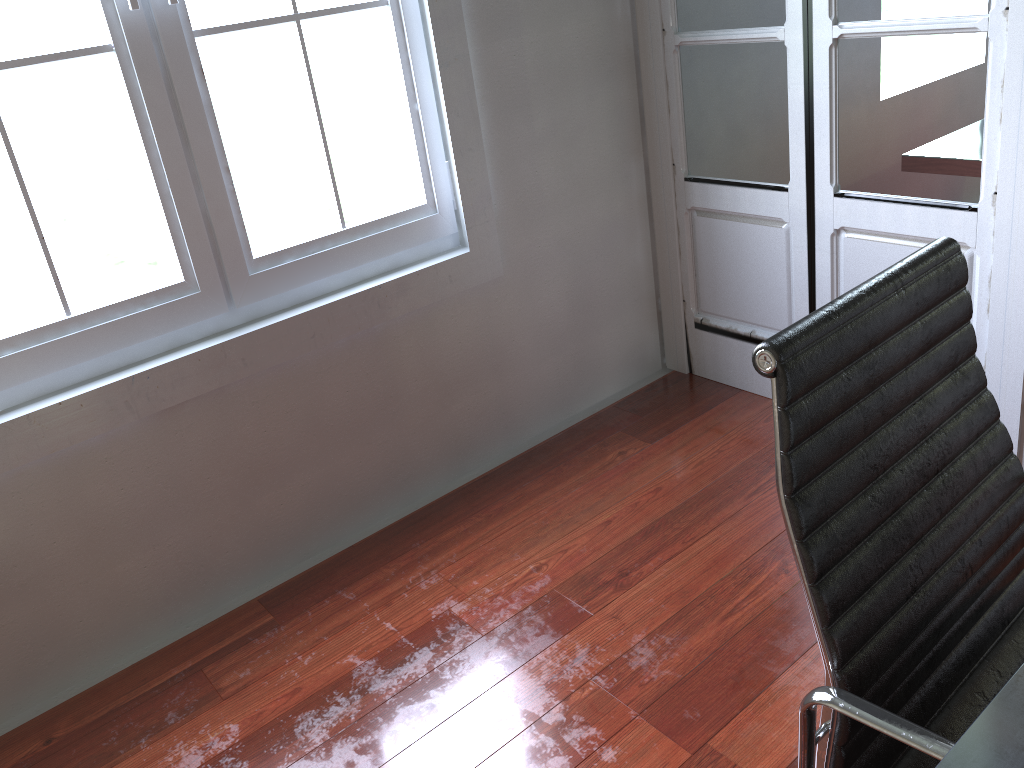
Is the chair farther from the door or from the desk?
the door

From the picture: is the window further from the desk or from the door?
the desk

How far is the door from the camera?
2.1m

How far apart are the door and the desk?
1.61m

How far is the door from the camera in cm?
215

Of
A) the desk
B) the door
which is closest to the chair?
the desk

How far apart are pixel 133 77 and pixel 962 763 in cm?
203

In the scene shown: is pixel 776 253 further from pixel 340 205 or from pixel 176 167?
pixel 176 167

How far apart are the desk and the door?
1.61m

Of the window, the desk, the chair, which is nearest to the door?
the window
